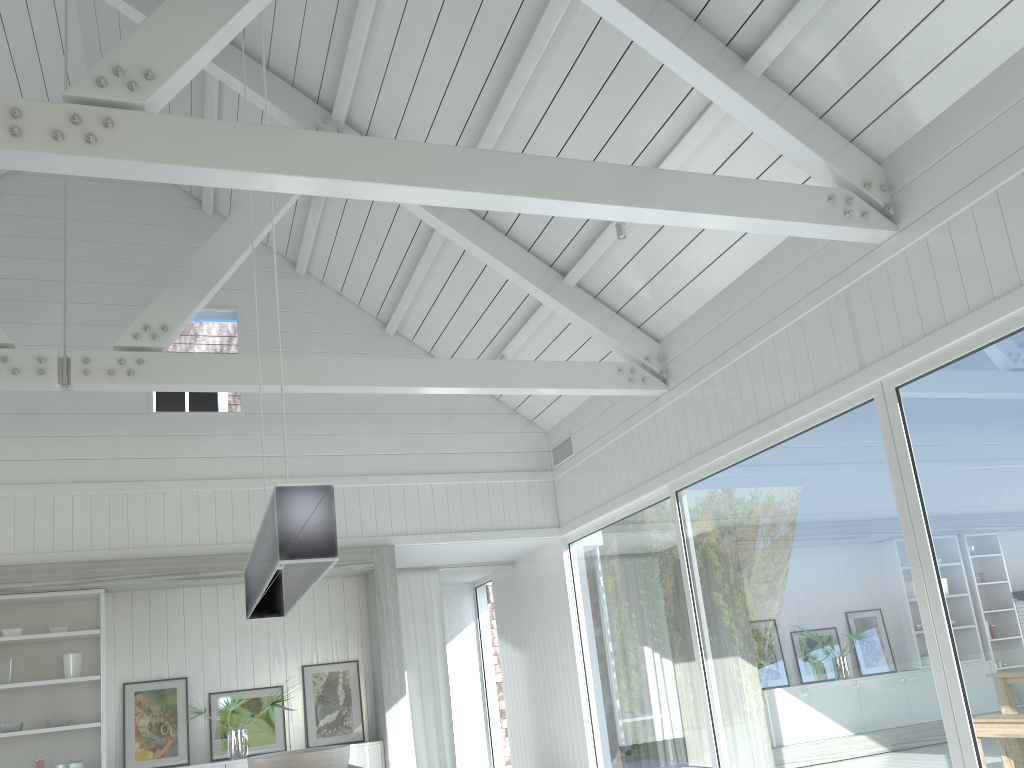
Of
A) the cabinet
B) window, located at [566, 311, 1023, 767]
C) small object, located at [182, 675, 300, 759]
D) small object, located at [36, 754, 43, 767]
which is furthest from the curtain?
small object, located at [36, 754, 43, 767]

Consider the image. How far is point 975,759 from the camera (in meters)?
3.96

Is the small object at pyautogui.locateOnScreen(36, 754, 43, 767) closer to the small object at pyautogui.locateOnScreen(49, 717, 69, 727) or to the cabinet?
the small object at pyautogui.locateOnScreen(49, 717, 69, 727)

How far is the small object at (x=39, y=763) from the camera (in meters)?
6.54

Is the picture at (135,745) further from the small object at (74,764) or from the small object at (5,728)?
the small object at (5,728)

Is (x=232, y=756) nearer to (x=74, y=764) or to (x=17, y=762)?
(x=74, y=764)

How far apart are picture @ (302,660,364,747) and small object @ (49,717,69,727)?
1.82m

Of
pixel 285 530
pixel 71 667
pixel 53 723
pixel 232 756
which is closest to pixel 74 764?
pixel 53 723

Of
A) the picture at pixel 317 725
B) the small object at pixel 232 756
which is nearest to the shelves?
the small object at pixel 232 756

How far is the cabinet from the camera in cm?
688
